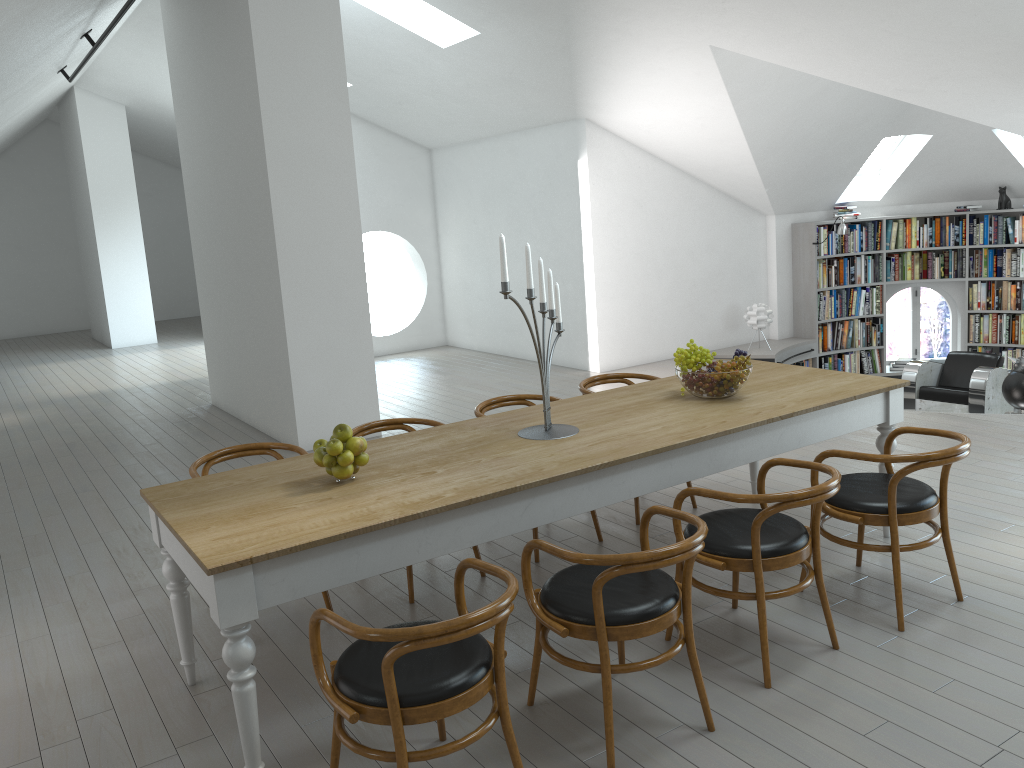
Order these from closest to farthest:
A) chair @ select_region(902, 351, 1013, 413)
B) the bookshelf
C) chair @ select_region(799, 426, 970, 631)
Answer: chair @ select_region(799, 426, 970, 631)
chair @ select_region(902, 351, 1013, 413)
the bookshelf

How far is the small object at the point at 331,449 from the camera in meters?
3.2 m

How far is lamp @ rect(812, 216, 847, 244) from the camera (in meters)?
9.91

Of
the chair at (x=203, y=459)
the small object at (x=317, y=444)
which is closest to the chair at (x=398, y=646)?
the small object at (x=317, y=444)

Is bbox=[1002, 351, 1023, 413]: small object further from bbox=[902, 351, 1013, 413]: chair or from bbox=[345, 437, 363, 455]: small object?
bbox=[345, 437, 363, 455]: small object

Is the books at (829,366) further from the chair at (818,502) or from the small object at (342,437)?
the small object at (342,437)

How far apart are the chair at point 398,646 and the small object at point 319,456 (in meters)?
0.75

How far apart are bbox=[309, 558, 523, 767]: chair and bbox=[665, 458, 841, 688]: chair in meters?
1.0 m

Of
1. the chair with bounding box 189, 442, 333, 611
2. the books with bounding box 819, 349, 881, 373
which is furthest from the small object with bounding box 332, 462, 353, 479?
the books with bounding box 819, 349, 881, 373

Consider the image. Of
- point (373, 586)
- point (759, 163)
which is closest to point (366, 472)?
point (373, 586)
